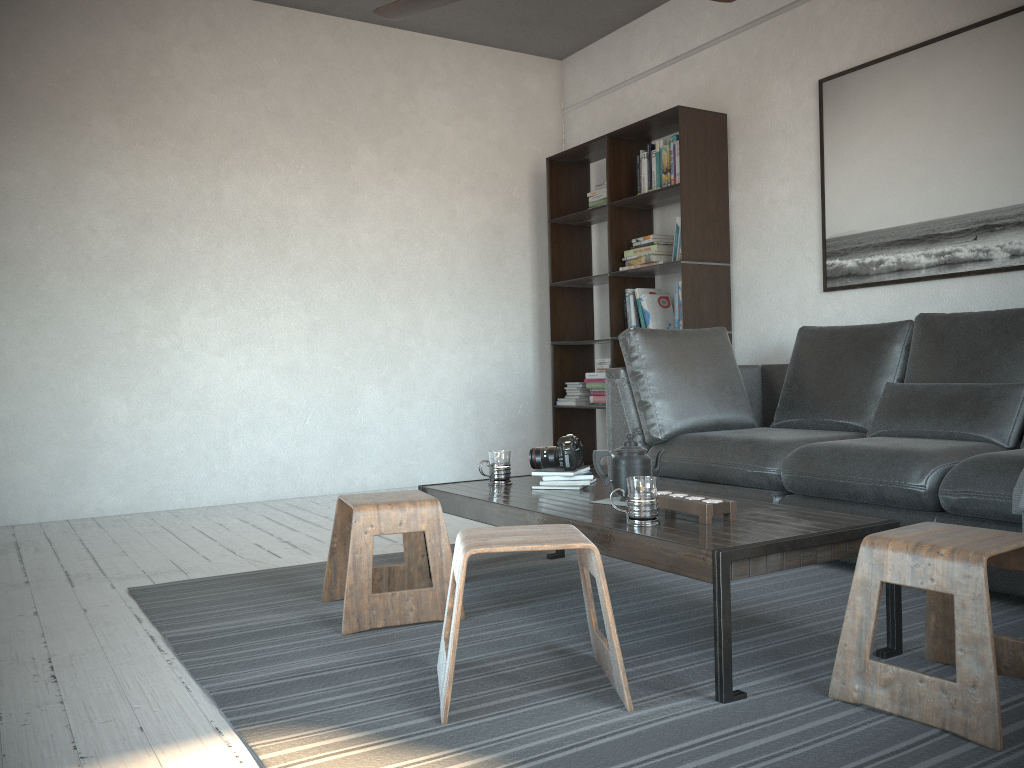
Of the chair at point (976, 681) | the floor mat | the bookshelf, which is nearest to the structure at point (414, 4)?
the floor mat

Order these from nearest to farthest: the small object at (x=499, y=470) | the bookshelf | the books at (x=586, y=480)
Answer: the books at (x=586, y=480)
the small object at (x=499, y=470)
the bookshelf

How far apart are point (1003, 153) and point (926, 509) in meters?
1.7

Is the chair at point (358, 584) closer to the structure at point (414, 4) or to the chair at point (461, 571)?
the chair at point (461, 571)

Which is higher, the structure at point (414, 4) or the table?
the structure at point (414, 4)

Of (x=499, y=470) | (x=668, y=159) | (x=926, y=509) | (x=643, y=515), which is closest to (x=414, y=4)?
(x=499, y=470)

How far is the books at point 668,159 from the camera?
4.90m

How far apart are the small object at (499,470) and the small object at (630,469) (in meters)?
0.55

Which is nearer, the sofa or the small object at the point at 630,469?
the small object at the point at 630,469

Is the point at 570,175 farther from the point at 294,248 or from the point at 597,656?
the point at 597,656
